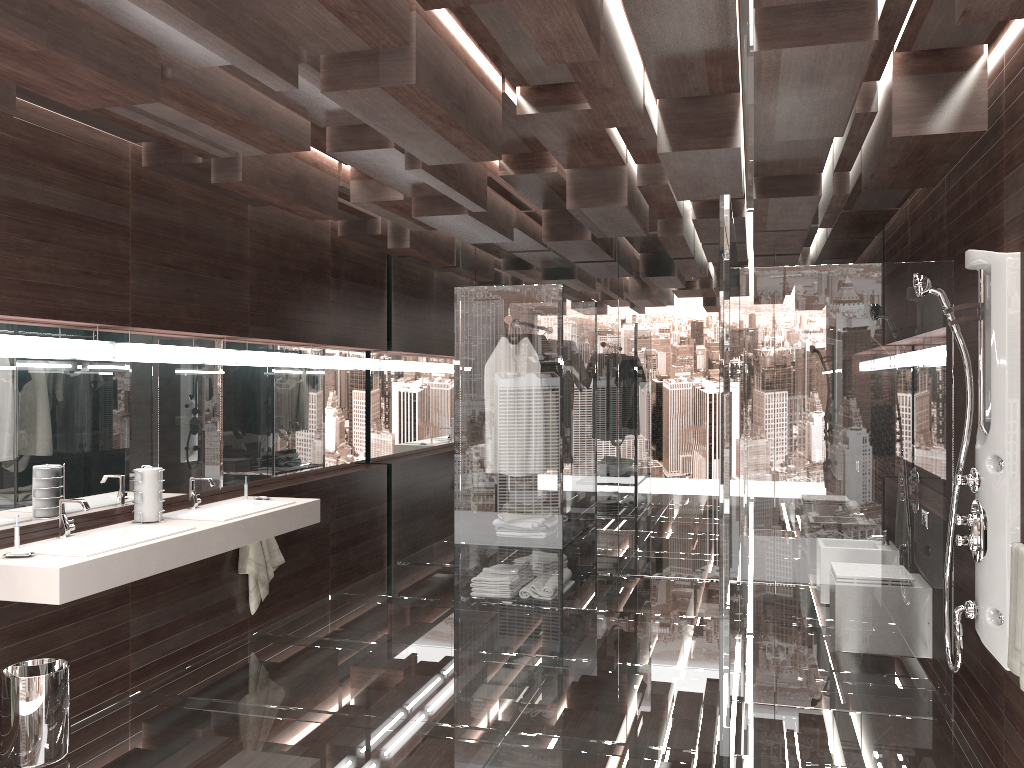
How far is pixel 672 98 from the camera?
3.6m

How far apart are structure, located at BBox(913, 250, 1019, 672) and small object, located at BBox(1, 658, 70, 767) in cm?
334

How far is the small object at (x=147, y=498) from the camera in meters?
4.1

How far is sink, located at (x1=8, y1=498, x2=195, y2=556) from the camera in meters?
3.5

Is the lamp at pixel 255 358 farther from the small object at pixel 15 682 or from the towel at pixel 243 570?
the small object at pixel 15 682

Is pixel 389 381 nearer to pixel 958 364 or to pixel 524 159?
pixel 524 159

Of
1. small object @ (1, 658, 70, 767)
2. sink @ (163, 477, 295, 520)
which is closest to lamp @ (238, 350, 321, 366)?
sink @ (163, 477, 295, 520)

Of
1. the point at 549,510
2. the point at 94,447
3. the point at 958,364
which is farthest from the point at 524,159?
the point at 94,447

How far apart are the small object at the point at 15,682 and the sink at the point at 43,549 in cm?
43

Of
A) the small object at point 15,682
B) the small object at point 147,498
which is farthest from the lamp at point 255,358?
the small object at point 15,682
